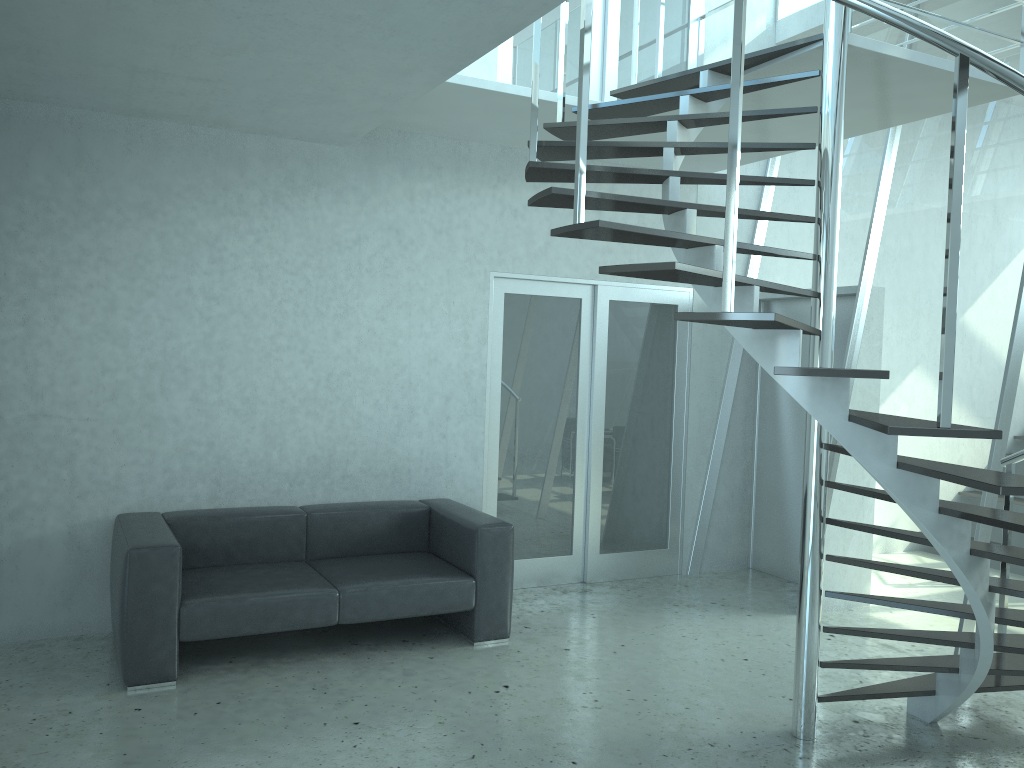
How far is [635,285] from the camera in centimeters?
632cm

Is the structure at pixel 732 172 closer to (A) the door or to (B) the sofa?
(A) the door

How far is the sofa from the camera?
4.1 meters

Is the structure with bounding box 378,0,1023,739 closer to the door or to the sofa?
the door

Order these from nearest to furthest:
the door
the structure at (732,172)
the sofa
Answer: the structure at (732,172) → the sofa → the door

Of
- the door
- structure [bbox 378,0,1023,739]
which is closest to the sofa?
the door

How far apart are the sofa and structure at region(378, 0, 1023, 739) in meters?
1.7

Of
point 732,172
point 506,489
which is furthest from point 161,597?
point 732,172

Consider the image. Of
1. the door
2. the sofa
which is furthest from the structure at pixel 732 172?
the sofa

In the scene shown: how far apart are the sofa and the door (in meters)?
0.52
